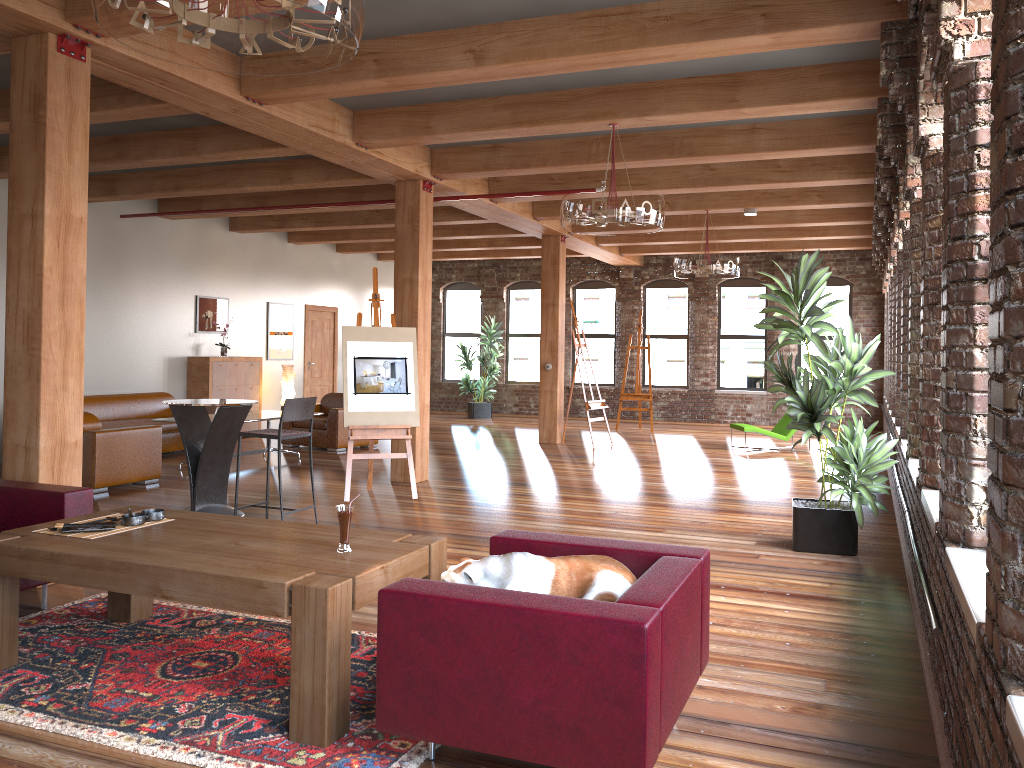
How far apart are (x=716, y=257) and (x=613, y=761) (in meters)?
8.60

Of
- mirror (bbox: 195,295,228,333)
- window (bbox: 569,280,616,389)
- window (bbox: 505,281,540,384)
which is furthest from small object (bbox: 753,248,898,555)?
window (bbox: 505,281,540,384)

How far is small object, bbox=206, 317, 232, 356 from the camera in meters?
13.0 m

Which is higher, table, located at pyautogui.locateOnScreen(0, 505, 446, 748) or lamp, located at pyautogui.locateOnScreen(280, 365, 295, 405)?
lamp, located at pyautogui.locateOnScreen(280, 365, 295, 405)

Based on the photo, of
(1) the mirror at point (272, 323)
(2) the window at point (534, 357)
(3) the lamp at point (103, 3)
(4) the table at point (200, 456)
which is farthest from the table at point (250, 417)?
(2) the window at point (534, 357)

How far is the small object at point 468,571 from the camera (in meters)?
3.11

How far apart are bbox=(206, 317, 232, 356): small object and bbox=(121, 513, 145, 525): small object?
9.43m

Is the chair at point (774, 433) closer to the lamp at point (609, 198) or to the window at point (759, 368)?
the window at point (759, 368)

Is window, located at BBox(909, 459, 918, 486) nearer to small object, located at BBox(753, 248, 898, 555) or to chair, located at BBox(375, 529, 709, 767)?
small object, located at BBox(753, 248, 898, 555)

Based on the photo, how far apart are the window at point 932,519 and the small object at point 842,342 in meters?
1.4
